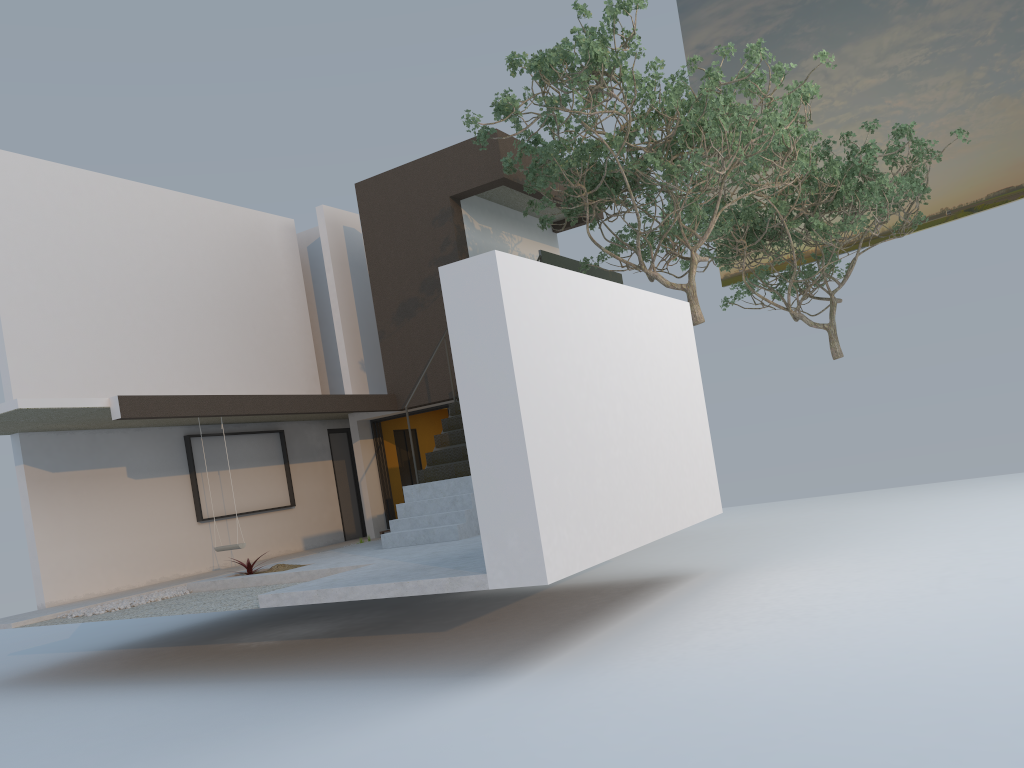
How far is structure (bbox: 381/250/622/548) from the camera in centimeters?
1053cm

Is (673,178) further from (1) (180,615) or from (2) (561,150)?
(1) (180,615)

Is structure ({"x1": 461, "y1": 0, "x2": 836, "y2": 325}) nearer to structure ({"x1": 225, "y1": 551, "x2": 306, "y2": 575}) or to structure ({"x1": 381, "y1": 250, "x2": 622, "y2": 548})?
structure ({"x1": 381, "y1": 250, "x2": 622, "y2": 548})

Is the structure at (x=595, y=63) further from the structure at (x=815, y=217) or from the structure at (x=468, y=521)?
the structure at (x=815, y=217)

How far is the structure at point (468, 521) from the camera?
10.53m

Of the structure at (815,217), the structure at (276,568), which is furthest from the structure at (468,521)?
the structure at (815,217)

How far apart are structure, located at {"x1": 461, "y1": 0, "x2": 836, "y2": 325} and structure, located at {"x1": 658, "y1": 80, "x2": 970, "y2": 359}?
1.3 meters

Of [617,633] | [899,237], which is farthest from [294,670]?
[899,237]

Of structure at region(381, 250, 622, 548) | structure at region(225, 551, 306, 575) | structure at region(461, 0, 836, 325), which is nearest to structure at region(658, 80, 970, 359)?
structure at region(461, 0, 836, 325)

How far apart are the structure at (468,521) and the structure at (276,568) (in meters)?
1.28
